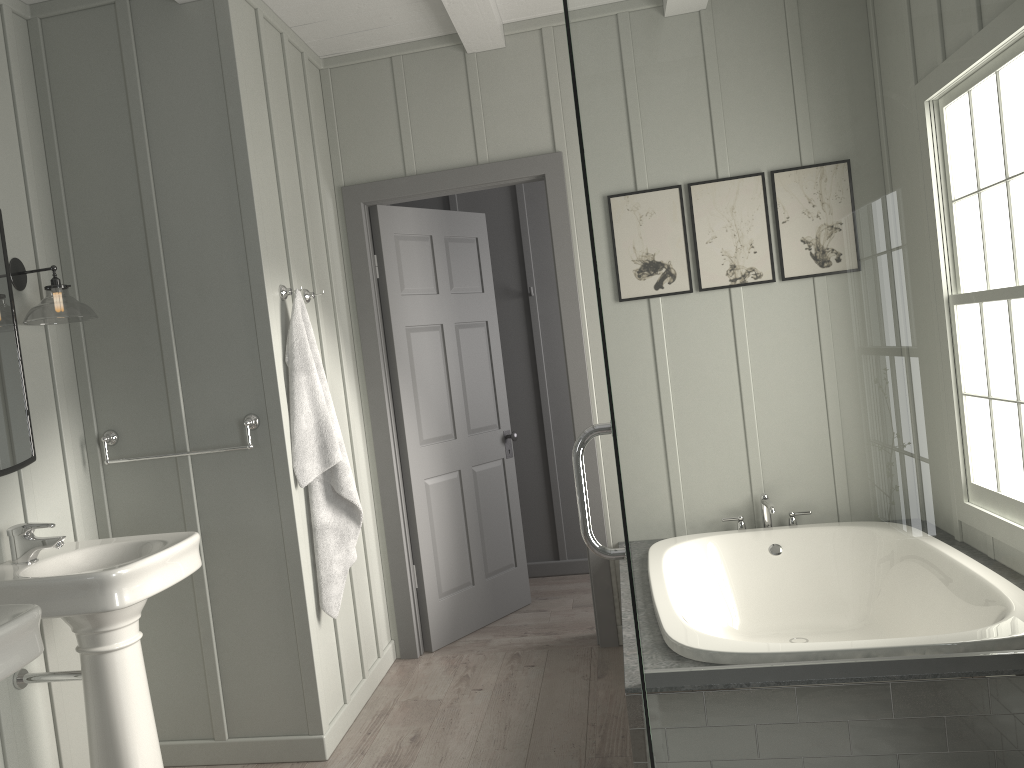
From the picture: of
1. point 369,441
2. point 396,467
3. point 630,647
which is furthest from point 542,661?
point 630,647

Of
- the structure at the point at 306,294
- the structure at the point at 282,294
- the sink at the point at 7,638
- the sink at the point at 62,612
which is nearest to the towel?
the structure at the point at 282,294

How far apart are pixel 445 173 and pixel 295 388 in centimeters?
135cm

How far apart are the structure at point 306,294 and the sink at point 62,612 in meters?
1.1

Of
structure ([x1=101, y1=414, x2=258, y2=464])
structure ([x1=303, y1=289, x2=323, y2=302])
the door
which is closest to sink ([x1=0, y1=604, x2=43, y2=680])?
structure ([x1=101, y1=414, x2=258, y2=464])

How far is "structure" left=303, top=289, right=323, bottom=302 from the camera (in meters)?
3.42

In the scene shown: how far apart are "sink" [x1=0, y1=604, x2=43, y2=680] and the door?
2.1 meters

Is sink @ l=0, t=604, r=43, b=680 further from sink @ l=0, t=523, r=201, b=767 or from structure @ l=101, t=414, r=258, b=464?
structure @ l=101, t=414, r=258, b=464

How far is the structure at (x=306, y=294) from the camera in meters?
3.4 m

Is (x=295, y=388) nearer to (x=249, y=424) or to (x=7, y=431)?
(x=249, y=424)
